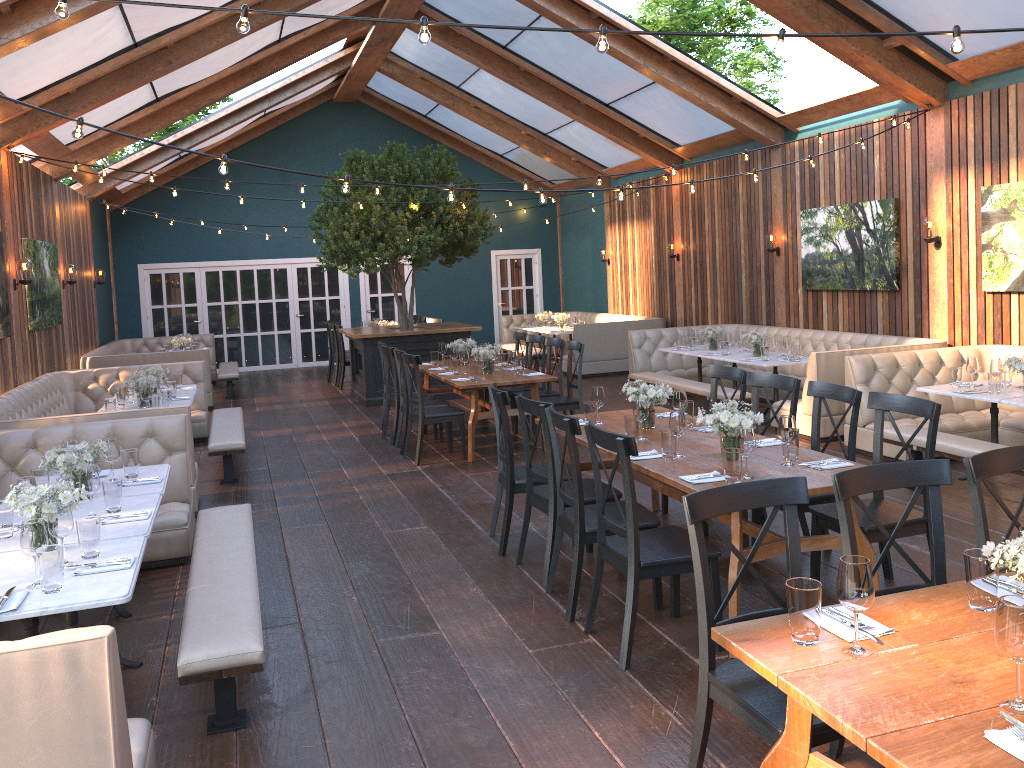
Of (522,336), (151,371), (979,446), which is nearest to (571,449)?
(979,446)

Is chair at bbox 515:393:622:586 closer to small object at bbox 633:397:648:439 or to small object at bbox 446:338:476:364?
small object at bbox 633:397:648:439

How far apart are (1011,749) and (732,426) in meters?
2.6 m

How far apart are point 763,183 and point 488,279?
8.1 meters

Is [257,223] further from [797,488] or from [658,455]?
[797,488]

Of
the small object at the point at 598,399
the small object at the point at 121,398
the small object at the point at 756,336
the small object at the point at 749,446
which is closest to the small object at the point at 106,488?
the small object at the point at 598,399

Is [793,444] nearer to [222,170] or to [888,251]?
[222,170]

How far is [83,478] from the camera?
4.2 meters

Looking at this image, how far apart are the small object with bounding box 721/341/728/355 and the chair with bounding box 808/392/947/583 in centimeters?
543cm

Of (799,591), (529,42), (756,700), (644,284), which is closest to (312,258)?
(644,284)
